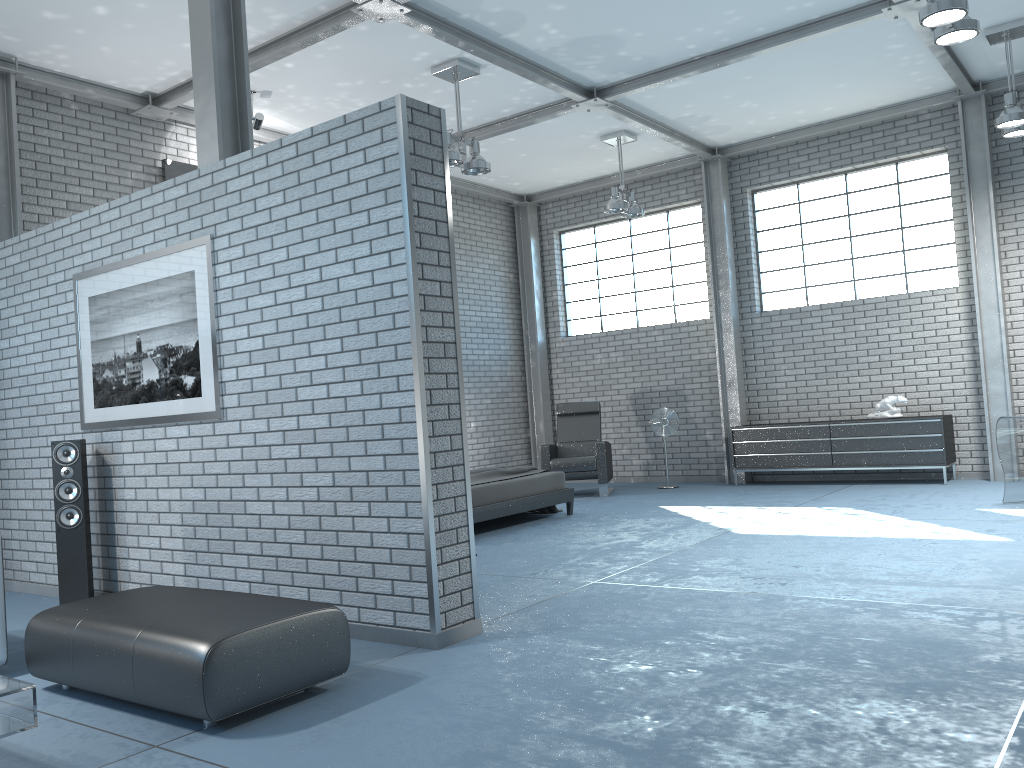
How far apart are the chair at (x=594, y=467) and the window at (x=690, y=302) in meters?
1.5

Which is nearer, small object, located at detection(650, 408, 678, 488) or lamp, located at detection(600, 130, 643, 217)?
lamp, located at detection(600, 130, 643, 217)

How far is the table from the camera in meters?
2.7

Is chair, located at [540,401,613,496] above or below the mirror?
below

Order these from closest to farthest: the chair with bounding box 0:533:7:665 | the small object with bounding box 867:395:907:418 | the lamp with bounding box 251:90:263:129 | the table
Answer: the table → the chair with bounding box 0:533:7:665 → the lamp with bounding box 251:90:263:129 → the small object with bounding box 867:395:907:418

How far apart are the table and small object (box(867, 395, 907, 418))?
8.6m

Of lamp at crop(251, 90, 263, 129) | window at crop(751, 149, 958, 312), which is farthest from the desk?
lamp at crop(251, 90, 263, 129)

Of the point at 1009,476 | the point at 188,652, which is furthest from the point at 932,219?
the point at 188,652

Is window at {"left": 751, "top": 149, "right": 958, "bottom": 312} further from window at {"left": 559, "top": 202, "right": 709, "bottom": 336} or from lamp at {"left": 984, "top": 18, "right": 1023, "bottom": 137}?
lamp at {"left": 984, "top": 18, "right": 1023, "bottom": 137}

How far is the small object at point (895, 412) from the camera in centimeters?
929cm
